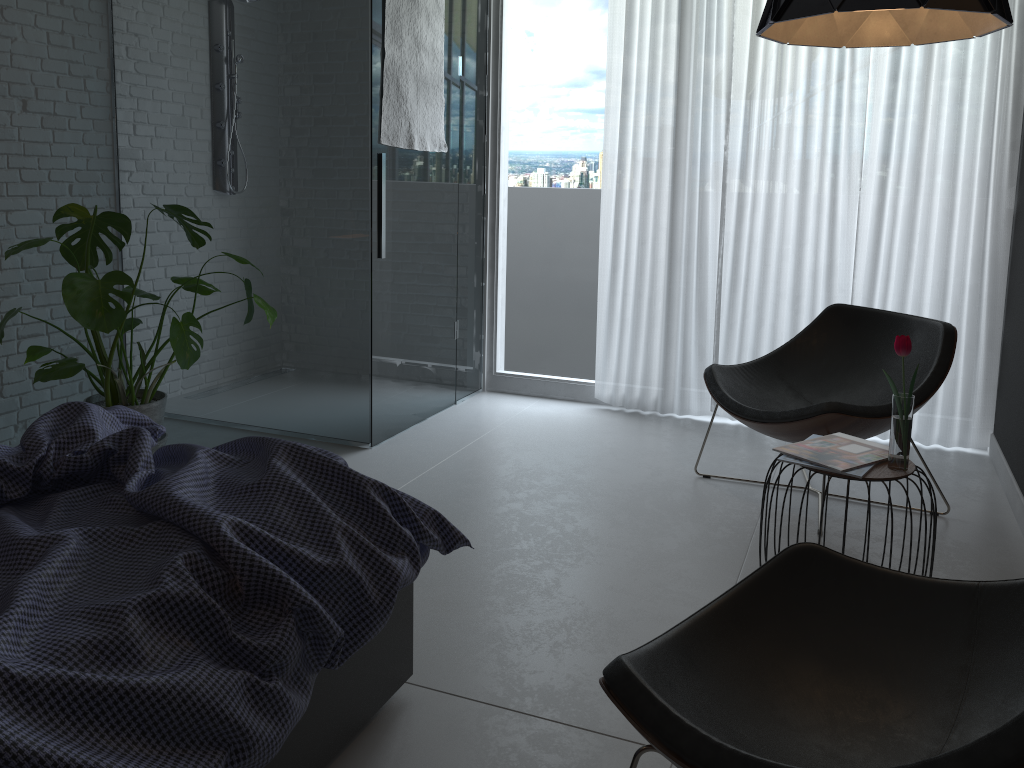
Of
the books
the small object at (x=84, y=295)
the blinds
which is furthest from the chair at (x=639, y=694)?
the blinds

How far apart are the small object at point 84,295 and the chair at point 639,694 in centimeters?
221cm

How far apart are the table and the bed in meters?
1.0

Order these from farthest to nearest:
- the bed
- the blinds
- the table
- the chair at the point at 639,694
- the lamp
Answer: the blinds, the table, the lamp, the chair at the point at 639,694, the bed

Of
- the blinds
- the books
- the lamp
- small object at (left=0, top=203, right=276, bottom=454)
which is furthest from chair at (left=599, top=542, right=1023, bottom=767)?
the blinds

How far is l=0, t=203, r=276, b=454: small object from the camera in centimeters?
295cm

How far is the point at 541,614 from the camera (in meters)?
2.47

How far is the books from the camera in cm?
234

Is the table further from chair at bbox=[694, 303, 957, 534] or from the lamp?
the lamp

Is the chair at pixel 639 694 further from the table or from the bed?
the table
